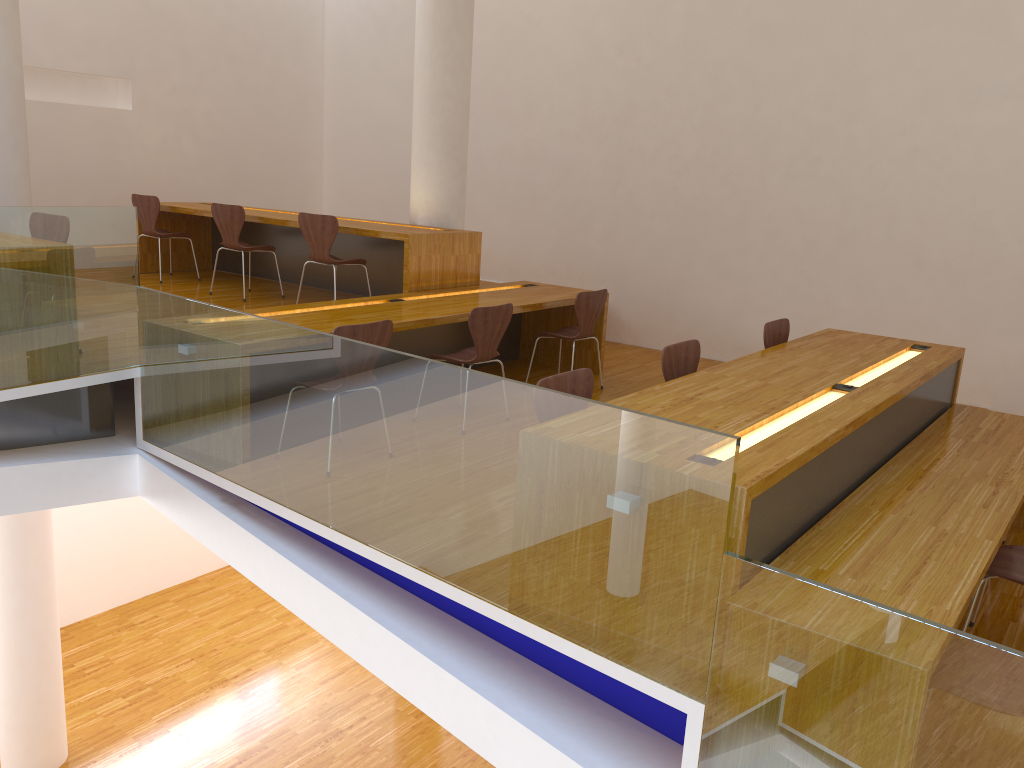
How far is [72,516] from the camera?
8.13m

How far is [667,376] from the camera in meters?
3.9 m

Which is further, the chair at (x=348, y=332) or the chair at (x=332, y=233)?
the chair at (x=332, y=233)

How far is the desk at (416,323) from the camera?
4.79m

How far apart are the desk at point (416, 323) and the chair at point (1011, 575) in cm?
292

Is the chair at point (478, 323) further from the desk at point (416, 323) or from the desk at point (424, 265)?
the desk at point (424, 265)

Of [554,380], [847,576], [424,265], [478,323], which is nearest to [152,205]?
[424,265]

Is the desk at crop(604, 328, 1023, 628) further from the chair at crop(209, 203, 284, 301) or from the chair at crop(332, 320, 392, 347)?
the chair at crop(209, 203, 284, 301)

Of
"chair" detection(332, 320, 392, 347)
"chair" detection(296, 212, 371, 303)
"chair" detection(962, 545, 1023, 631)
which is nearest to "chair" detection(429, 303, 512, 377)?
"chair" detection(332, 320, 392, 347)

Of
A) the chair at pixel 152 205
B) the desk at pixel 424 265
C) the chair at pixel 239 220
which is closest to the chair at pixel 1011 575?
the desk at pixel 424 265
